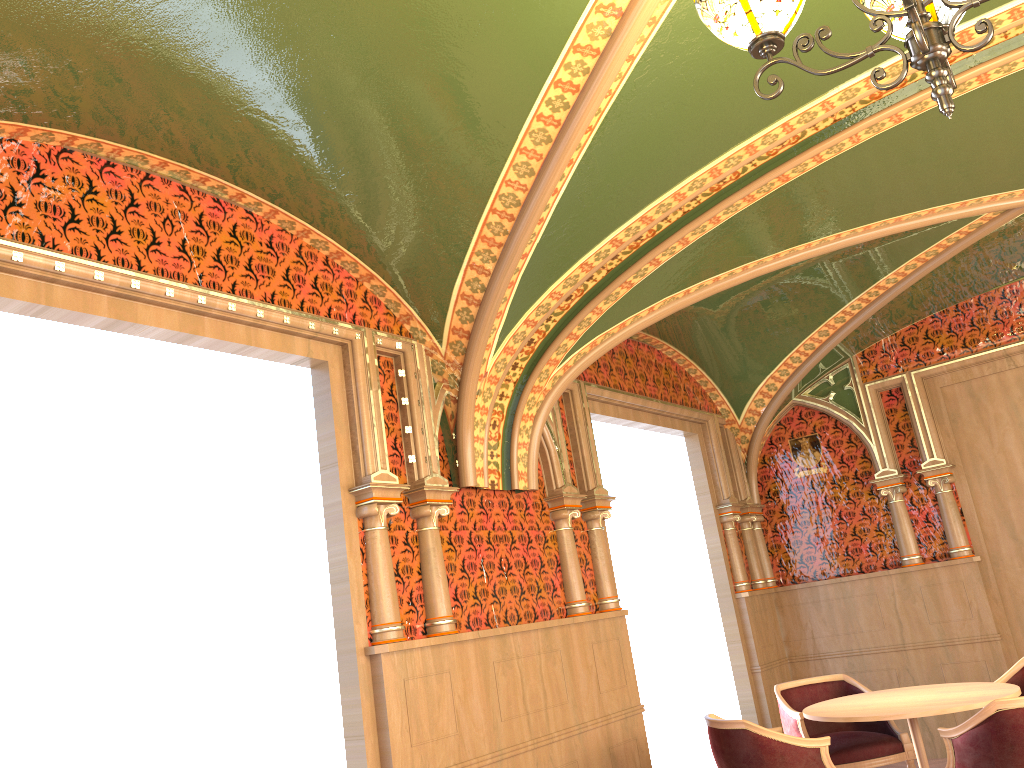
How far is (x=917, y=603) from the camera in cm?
731

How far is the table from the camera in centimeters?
452cm

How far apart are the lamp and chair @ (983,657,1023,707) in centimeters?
448cm

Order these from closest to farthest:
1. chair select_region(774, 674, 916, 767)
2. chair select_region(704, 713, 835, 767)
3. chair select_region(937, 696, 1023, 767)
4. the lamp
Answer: the lamp < chair select_region(937, 696, 1023, 767) < chair select_region(704, 713, 835, 767) < chair select_region(774, 674, 916, 767)

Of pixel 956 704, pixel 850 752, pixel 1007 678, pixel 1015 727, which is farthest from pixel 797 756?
pixel 1007 678

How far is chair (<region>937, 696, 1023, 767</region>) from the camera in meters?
3.9 m

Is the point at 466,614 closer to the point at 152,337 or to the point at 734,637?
the point at 152,337

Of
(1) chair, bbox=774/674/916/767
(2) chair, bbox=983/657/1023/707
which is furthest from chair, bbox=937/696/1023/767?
(2) chair, bbox=983/657/1023/707

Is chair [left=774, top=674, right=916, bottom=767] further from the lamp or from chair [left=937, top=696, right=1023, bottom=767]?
the lamp

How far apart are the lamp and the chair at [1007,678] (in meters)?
4.48
